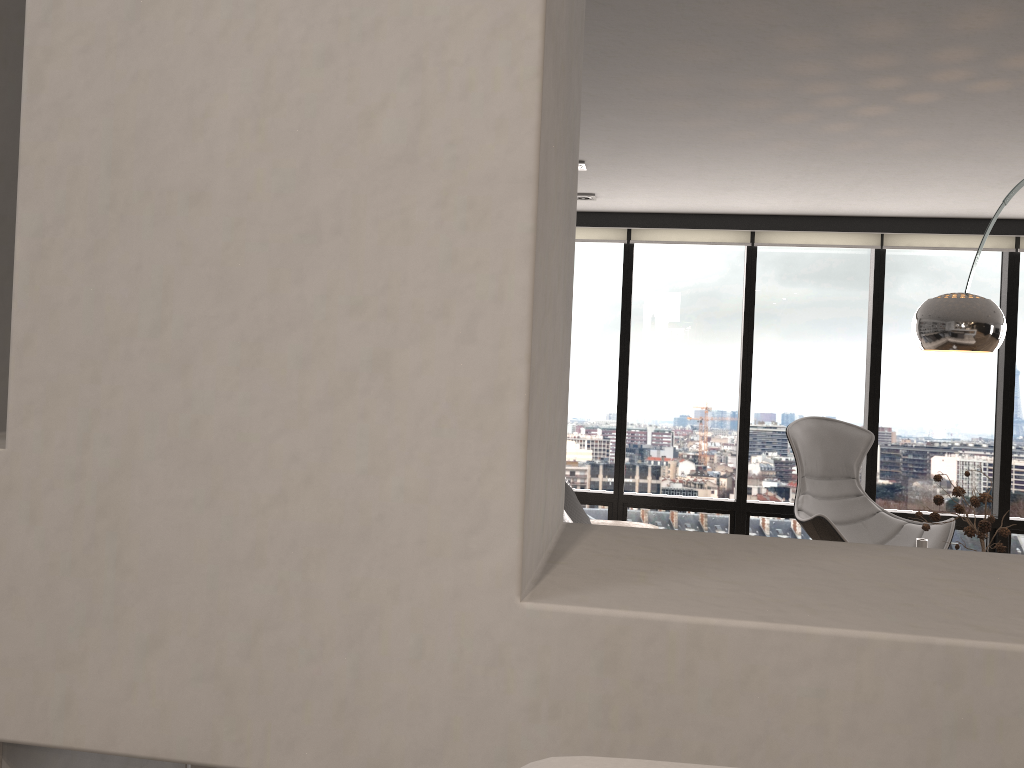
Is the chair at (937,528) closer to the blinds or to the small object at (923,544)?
the blinds

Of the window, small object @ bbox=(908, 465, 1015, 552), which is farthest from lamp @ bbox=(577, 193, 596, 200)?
small object @ bbox=(908, 465, 1015, 552)

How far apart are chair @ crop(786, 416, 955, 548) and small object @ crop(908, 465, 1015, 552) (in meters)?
0.98

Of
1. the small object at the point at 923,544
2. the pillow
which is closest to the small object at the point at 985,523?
the small object at the point at 923,544

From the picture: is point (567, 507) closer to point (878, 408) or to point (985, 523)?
point (985, 523)

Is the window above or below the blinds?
below

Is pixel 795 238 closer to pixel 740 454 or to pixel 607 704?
pixel 740 454

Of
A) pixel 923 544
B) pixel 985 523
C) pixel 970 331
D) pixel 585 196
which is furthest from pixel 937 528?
pixel 585 196

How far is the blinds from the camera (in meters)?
5.82

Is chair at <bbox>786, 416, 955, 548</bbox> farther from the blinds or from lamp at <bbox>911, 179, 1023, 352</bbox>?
lamp at <bbox>911, 179, 1023, 352</bbox>
